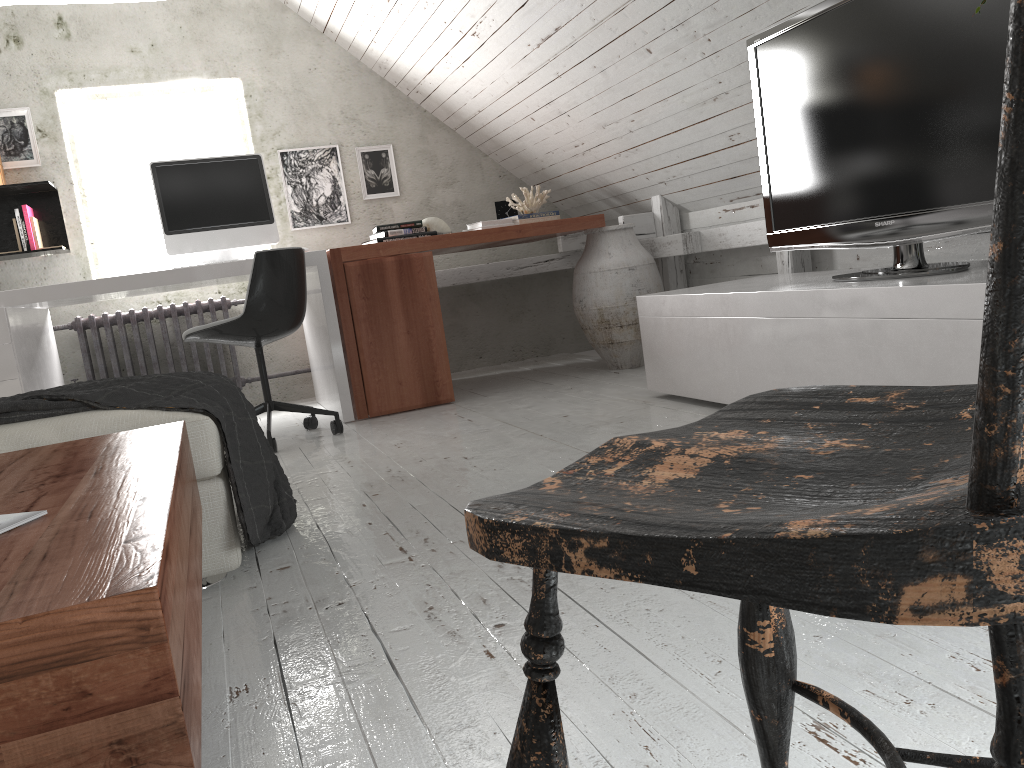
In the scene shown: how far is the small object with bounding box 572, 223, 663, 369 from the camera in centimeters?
414cm

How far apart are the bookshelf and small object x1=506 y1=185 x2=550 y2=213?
2.30m

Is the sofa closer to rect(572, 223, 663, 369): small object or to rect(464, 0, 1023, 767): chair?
rect(464, 0, 1023, 767): chair

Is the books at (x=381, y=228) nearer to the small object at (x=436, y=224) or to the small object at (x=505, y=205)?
the small object at (x=436, y=224)

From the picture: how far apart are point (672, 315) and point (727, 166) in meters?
1.0

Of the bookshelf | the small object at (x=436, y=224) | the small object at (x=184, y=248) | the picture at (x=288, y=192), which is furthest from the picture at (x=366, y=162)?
the bookshelf

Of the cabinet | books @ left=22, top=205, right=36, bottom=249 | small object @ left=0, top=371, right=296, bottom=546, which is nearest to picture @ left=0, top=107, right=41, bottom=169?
books @ left=22, top=205, right=36, bottom=249

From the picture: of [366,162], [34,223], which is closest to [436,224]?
[366,162]

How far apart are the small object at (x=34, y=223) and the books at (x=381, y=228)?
1.70m

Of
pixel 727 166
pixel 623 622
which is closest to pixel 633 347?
pixel 727 166
